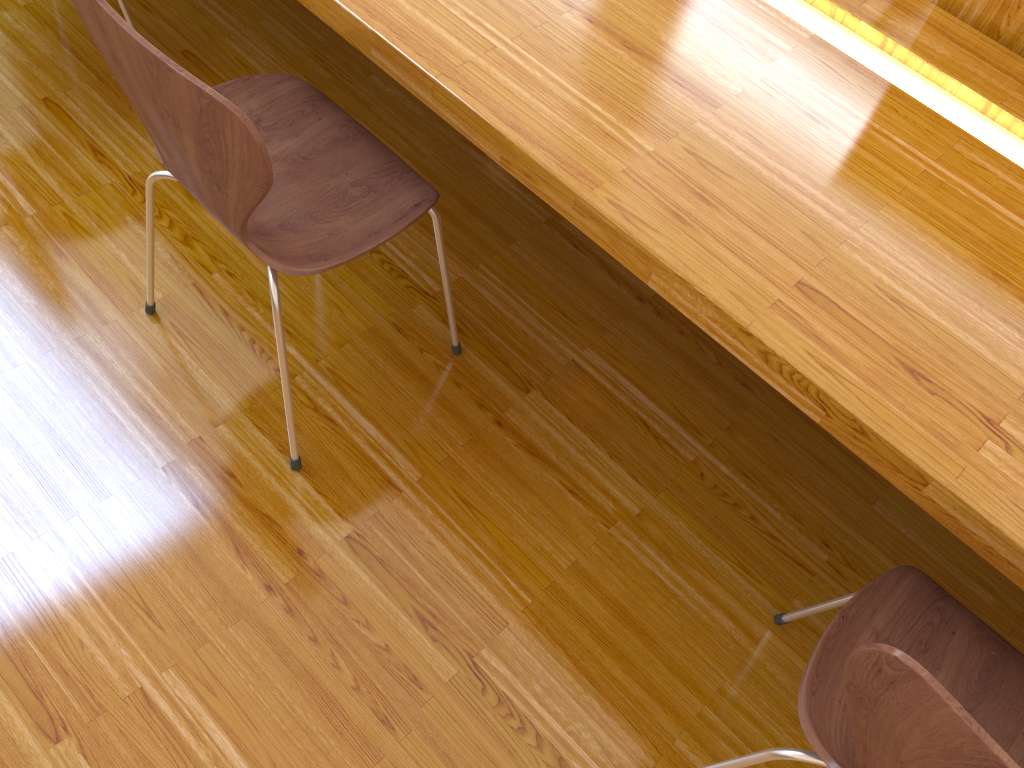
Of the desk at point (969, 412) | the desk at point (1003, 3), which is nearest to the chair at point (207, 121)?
the desk at point (969, 412)

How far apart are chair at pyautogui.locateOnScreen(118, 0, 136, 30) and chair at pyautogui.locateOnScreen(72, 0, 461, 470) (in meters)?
0.66

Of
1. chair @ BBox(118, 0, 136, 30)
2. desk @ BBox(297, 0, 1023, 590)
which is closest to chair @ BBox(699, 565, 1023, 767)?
desk @ BBox(297, 0, 1023, 590)

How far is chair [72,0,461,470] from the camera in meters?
0.9

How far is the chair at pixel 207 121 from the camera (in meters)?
0.94

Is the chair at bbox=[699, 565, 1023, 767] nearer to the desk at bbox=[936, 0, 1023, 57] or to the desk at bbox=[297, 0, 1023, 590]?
the desk at bbox=[297, 0, 1023, 590]

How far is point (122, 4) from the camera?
1.79m

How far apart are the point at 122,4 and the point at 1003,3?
1.6 meters

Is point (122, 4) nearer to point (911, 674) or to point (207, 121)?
point (207, 121)

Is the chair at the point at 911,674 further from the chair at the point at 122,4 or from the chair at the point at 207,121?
the chair at the point at 122,4
